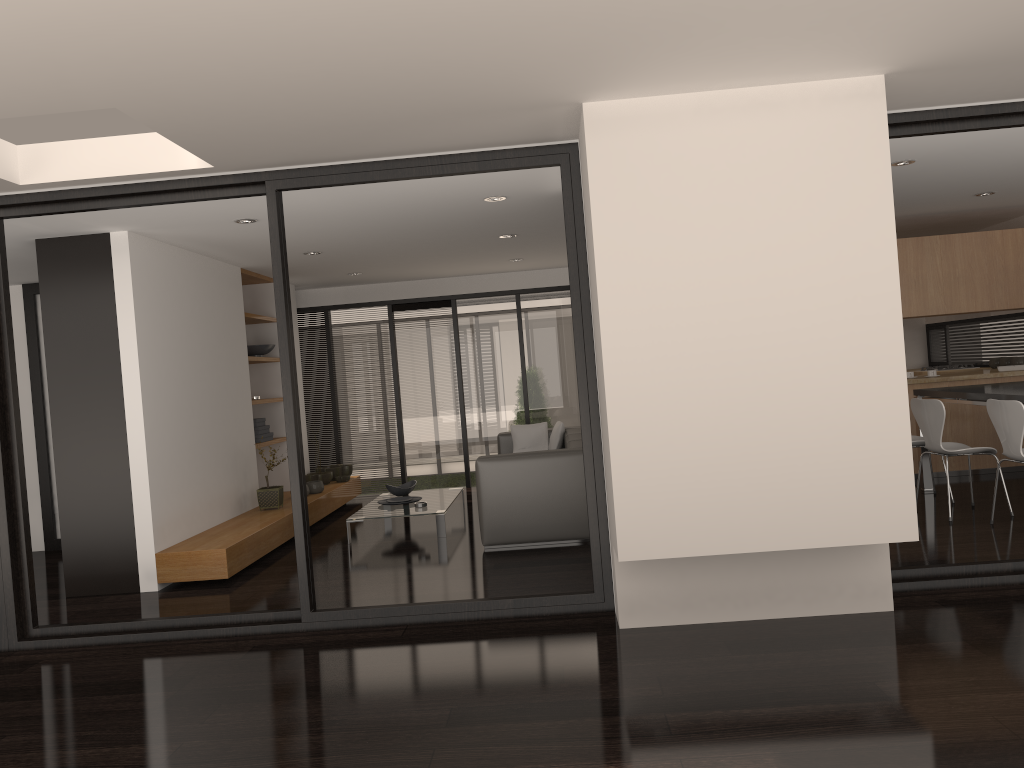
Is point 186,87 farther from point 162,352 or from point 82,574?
point 82,574

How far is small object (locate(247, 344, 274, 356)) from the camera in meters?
8.5 m

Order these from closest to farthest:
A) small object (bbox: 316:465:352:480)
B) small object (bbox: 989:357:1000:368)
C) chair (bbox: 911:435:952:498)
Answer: chair (bbox: 911:435:952:498) < small object (bbox: 989:357:1000:368) < small object (bbox: 316:465:352:480)

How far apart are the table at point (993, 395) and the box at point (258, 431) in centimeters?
581cm

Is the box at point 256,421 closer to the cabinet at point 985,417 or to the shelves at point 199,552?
the shelves at point 199,552

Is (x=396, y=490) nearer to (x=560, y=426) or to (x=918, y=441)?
(x=560, y=426)

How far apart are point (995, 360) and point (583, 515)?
5.33m

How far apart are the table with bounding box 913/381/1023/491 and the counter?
0.8 meters

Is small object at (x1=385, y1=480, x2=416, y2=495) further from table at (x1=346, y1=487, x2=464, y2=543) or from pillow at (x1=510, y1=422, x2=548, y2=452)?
pillow at (x1=510, y1=422, x2=548, y2=452)

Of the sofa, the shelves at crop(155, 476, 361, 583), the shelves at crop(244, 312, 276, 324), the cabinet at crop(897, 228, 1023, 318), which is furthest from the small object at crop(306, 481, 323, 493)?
the cabinet at crop(897, 228, 1023, 318)
